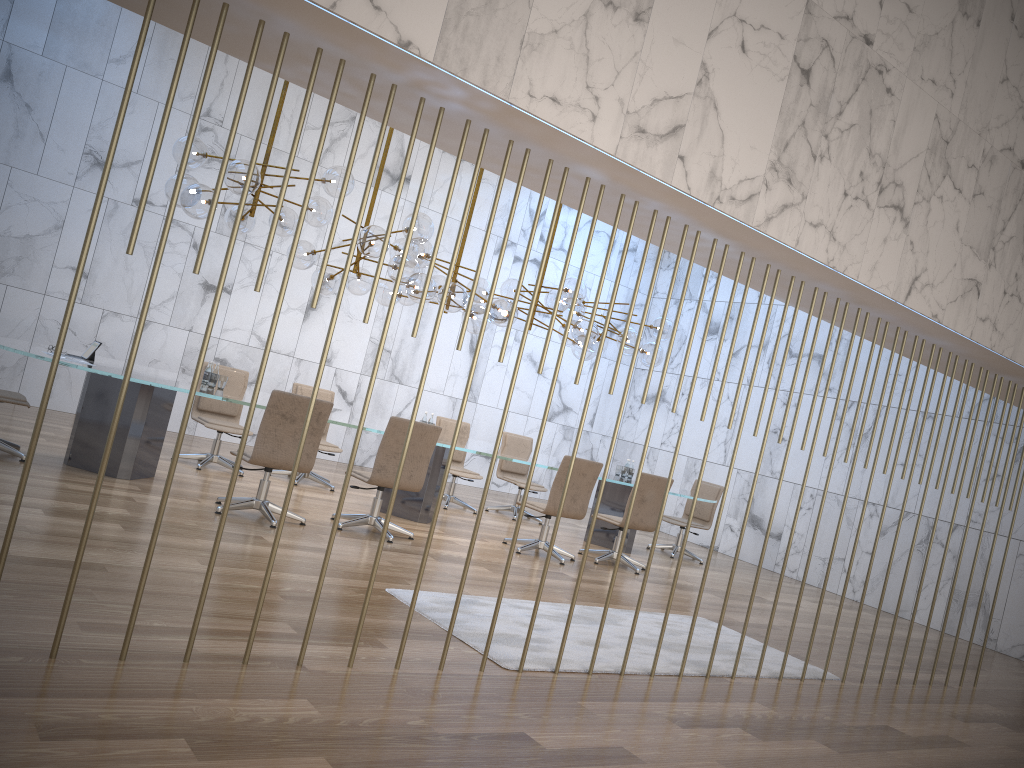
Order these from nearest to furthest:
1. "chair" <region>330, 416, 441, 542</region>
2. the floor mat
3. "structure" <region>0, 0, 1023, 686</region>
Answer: "structure" <region>0, 0, 1023, 686</region>
the floor mat
"chair" <region>330, 416, 441, 542</region>

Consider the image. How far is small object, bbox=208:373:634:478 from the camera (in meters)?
7.48

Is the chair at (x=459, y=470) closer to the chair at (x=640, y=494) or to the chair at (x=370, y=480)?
the chair at (x=640, y=494)

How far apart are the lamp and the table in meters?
1.1

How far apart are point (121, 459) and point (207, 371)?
1.04m

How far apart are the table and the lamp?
1.07m

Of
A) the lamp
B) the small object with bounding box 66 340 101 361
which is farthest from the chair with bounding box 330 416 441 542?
the small object with bounding box 66 340 101 361

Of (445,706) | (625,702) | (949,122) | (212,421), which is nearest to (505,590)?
(625,702)

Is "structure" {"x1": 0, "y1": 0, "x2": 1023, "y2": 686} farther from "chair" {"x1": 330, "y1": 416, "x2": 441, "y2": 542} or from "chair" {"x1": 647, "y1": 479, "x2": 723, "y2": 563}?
"chair" {"x1": 647, "y1": 479, "x2": 723, "y2": 563}

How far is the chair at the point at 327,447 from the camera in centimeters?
920cm
